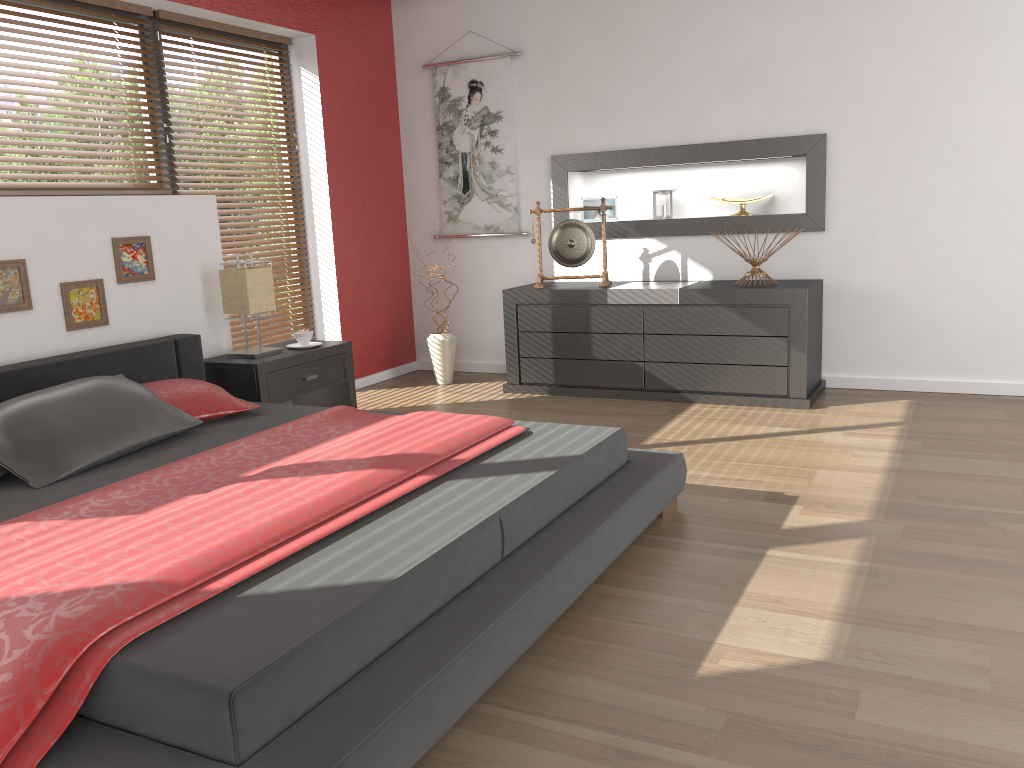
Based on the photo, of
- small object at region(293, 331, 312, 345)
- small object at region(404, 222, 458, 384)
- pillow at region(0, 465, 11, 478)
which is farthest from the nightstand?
pillow at region(0, 465, 11, 478)

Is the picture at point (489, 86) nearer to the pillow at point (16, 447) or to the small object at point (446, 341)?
the small object at point (446, 341)

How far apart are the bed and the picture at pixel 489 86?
2.2m

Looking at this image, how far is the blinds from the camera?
4.9 meters

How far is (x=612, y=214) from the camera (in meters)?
5.46

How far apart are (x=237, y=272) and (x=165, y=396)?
1.0 meters

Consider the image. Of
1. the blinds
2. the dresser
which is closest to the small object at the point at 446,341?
the dresser

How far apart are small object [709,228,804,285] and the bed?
1.88m

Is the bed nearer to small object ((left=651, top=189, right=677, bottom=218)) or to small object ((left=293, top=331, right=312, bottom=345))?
small object ((left=293, top=331, right=312, bottom=345))

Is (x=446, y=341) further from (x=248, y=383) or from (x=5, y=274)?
(x=5, y=274)
